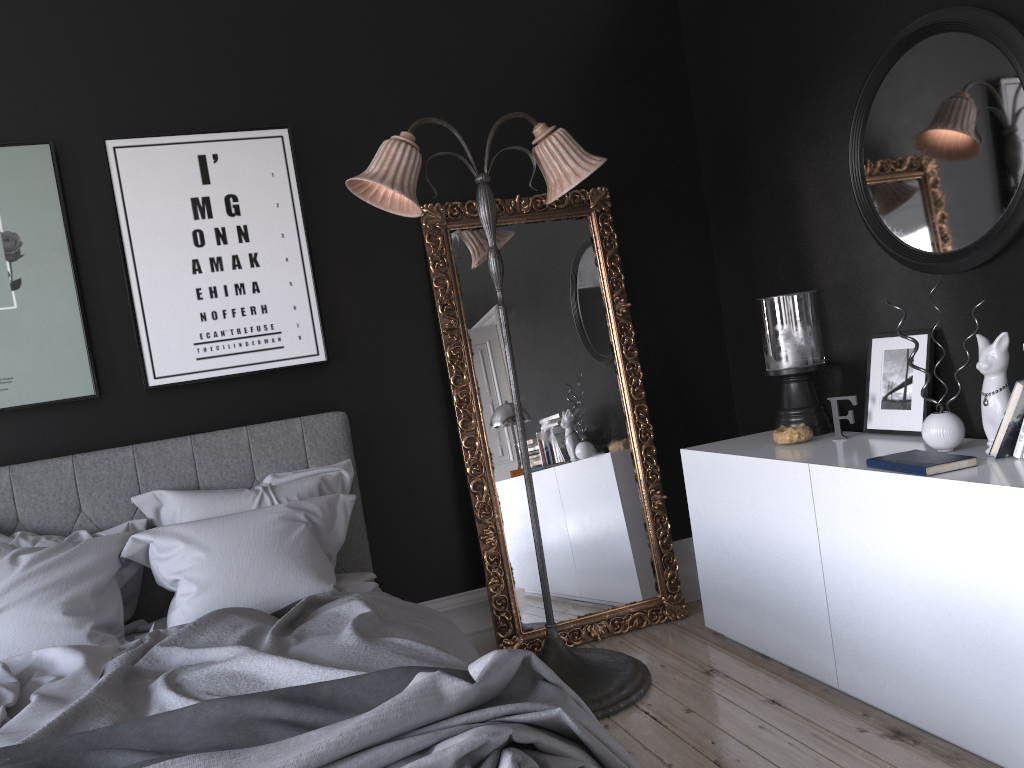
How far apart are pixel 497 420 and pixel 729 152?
1.8 meters

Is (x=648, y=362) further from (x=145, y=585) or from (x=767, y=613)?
(x=145, y=585)

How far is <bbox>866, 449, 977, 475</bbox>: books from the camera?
2.7m

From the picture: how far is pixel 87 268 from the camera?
3.76m

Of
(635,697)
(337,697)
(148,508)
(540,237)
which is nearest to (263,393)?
(148,508)

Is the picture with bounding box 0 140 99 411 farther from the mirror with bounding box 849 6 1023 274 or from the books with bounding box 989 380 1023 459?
the books with bounding box 989 380 1023 459

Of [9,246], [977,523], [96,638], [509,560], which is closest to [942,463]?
[977,523]

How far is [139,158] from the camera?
3.79m

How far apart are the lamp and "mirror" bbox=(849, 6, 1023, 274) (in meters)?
1.00

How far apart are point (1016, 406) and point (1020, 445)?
0.13m
